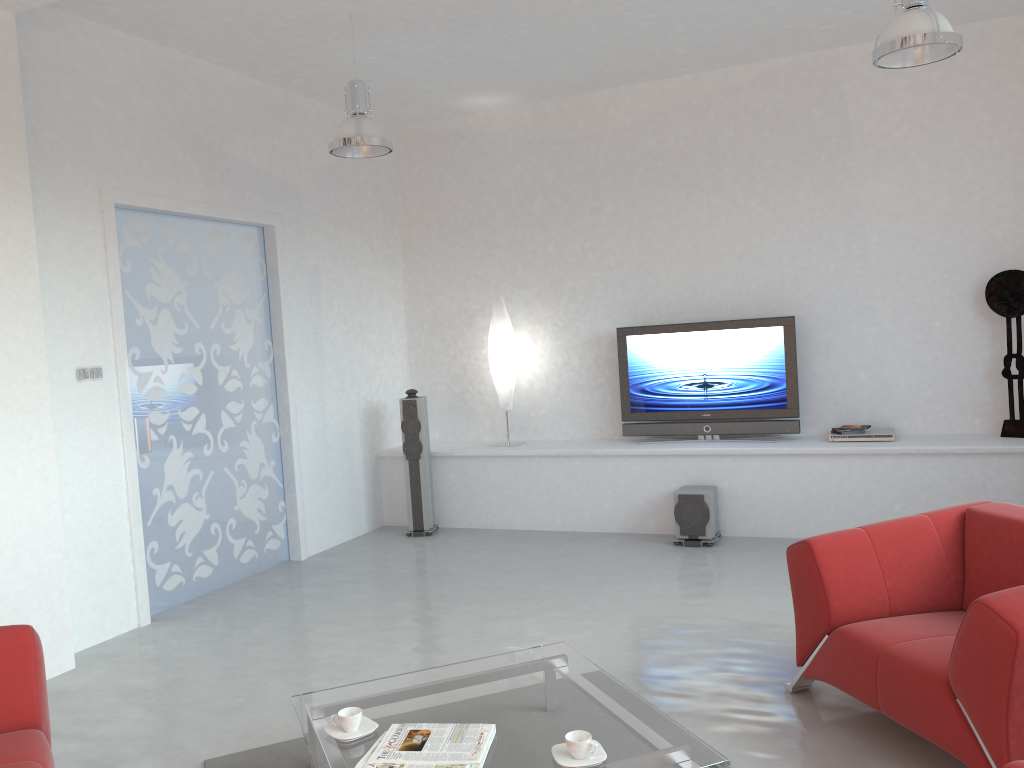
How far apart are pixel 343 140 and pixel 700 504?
3.4m

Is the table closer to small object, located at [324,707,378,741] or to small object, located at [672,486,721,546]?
small object, located at [324,707,378,741]

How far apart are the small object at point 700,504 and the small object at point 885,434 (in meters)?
0.94

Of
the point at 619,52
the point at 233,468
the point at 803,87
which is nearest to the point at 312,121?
the point at 619,52

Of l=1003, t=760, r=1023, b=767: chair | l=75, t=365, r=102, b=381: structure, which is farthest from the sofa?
l=1003, t=760, r=1023, b=767: chair

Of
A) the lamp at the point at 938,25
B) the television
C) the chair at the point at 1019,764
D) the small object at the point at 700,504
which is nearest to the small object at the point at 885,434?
the television

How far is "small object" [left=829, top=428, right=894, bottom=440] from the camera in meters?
6.2 m

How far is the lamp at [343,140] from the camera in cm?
510

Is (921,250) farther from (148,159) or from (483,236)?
(148,159)

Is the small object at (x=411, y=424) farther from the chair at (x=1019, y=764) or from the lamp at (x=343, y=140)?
the chair at (x=1019, y=764)
